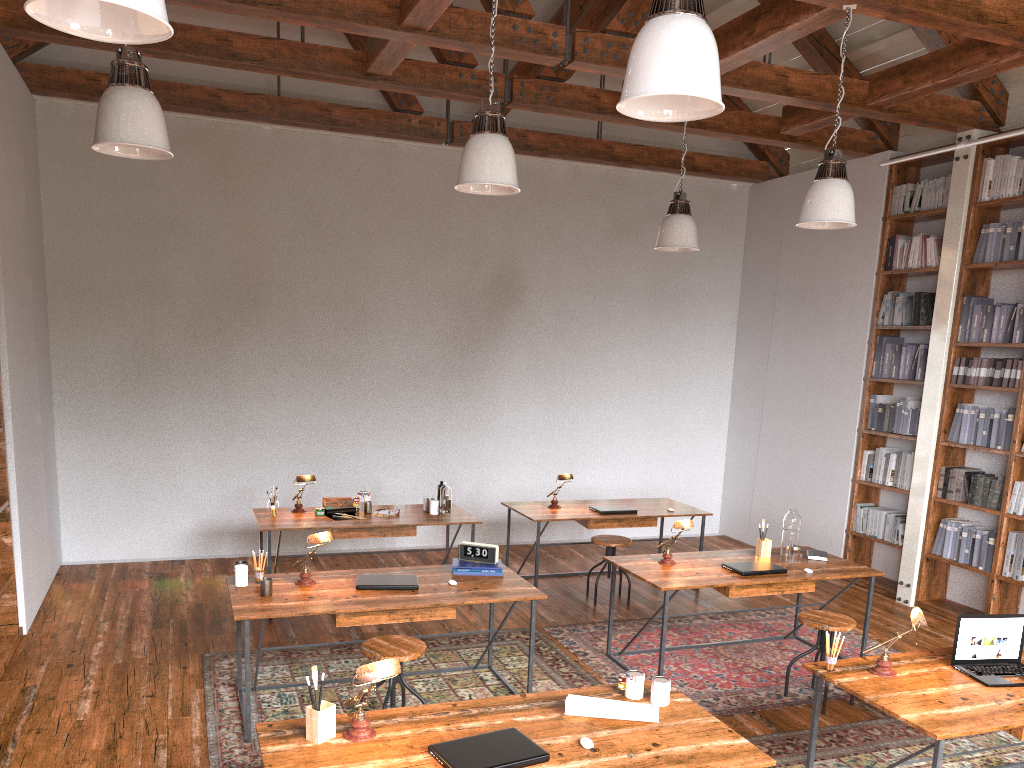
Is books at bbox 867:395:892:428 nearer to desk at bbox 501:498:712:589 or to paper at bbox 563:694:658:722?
desk at bbox 501:498:712:589

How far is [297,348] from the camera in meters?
7.7

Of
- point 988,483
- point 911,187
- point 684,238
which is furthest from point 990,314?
point 684,238

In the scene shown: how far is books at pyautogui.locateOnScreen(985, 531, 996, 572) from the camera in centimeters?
624cm

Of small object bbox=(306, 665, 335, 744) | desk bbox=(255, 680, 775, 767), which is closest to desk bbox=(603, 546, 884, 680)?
desk bbox=(255, 680, 775, 767)

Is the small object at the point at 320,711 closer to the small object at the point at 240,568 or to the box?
the small object at the point at 240,568

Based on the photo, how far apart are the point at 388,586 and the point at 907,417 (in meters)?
4.66

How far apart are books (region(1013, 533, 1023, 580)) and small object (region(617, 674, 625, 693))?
4.2 meters

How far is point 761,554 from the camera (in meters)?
5.54

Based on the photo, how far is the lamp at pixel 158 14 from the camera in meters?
2.0 m
